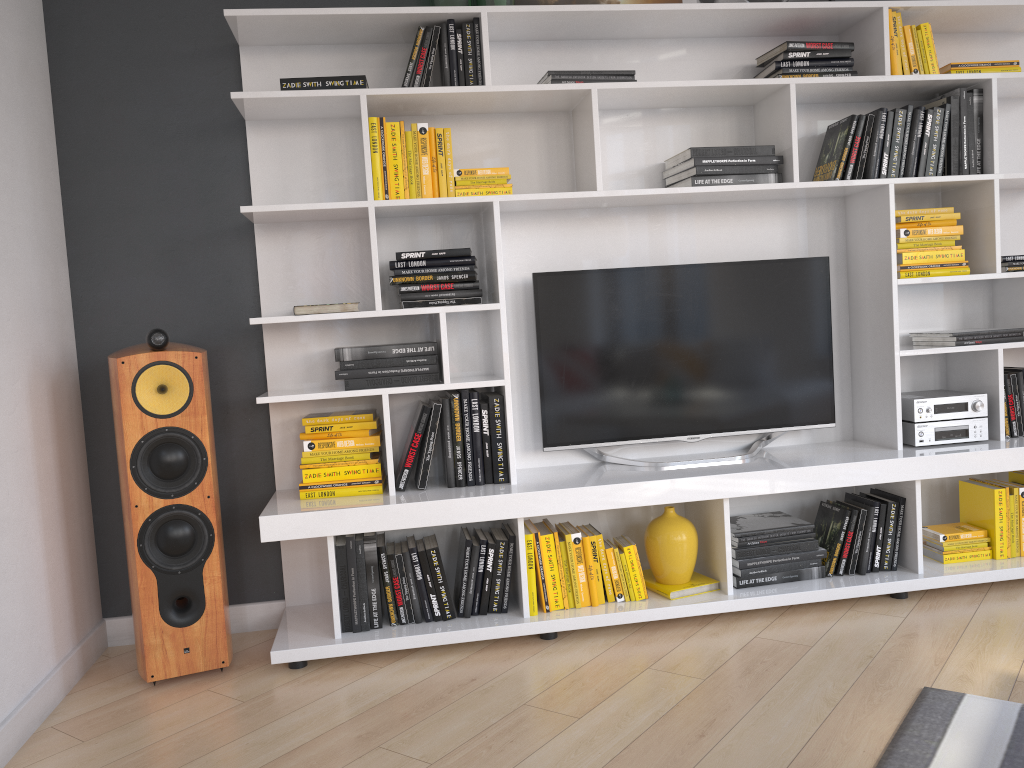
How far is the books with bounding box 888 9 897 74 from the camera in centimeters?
307cm

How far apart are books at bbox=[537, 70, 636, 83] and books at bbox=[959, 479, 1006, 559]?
1.9m

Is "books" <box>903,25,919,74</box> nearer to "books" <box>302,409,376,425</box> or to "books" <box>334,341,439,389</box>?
"books" <box>334,341,439,389</box>

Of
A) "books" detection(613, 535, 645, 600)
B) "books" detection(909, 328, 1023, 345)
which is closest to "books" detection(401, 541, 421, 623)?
"books" detection(613, 535, 645, 600)

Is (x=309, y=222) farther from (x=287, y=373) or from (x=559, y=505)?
(x=559, y=505)

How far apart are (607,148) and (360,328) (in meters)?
1.11

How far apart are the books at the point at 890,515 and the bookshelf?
0.0 meters

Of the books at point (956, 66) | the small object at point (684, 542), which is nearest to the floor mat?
the small object at point (684, 542)

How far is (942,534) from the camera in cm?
318

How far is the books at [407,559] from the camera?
2.9 meters
